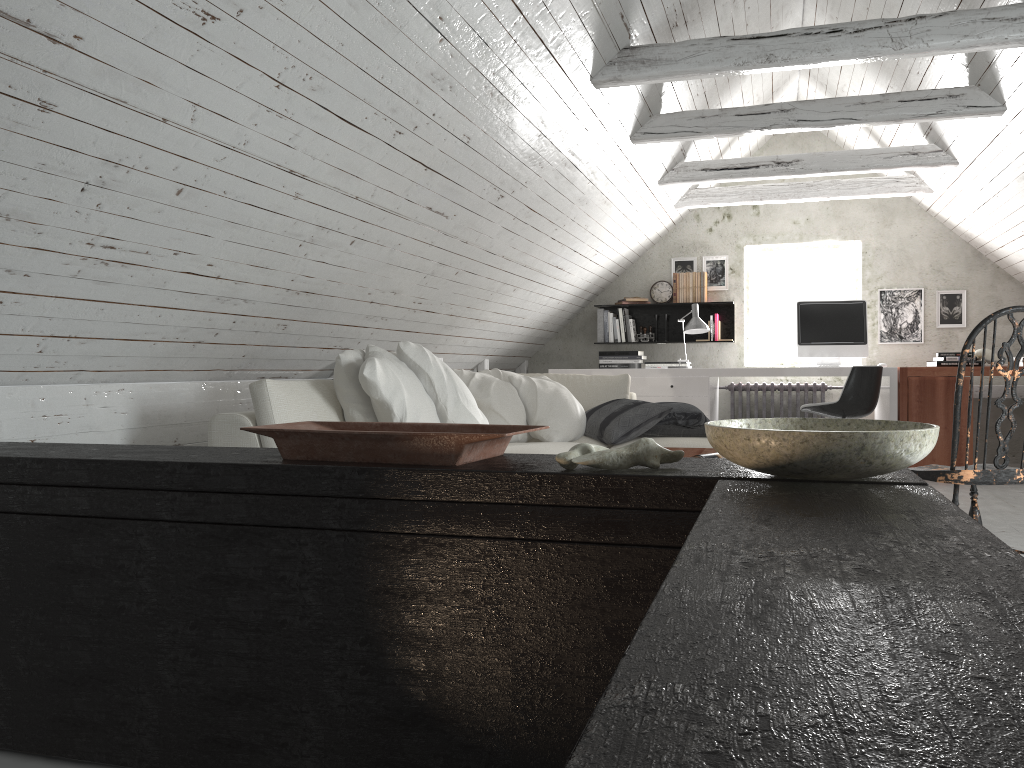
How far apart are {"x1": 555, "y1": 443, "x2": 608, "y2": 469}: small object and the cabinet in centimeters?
→ 2cm

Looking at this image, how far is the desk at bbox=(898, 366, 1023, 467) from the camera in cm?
583

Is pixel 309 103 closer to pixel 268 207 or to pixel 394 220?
pixel 268 207

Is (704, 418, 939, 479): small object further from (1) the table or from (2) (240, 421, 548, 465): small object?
(1) the table

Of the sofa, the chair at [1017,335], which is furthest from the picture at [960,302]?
the chair at [1017,335]

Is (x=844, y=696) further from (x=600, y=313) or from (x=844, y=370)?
(x=600, y=313)

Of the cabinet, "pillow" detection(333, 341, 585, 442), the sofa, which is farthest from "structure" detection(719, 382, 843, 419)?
the cabinet

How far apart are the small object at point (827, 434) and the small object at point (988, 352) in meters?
5.7

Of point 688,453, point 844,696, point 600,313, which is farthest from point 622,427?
point 844,696

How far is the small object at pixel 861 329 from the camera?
6.3 meters
